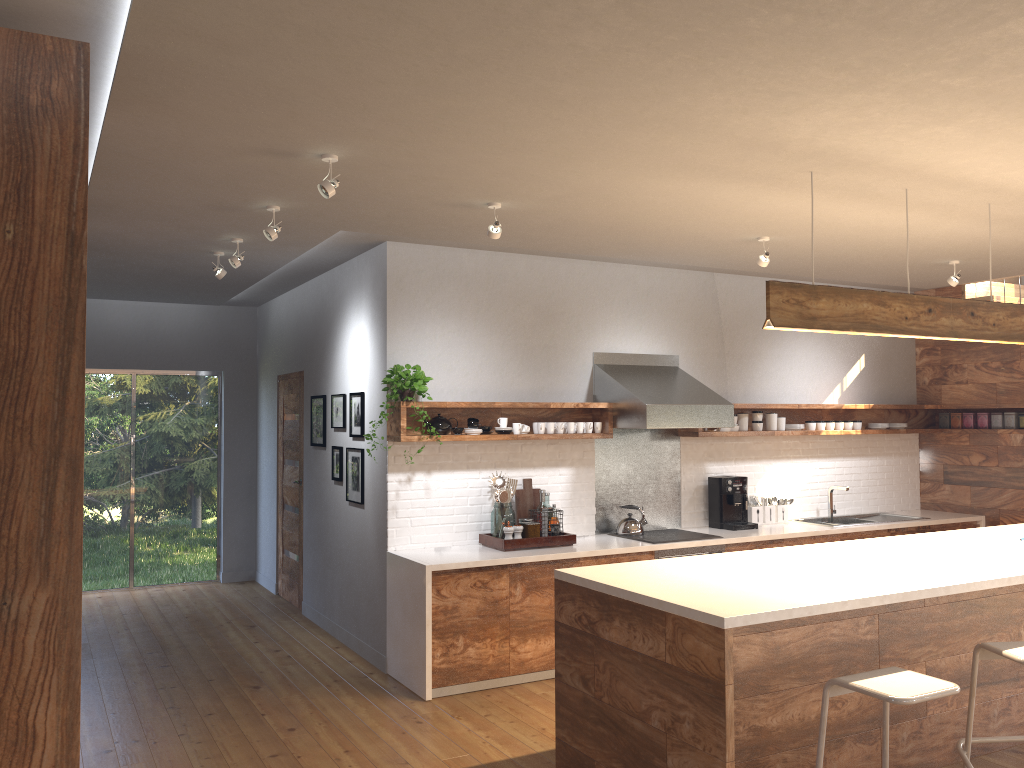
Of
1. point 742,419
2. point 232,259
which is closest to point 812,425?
point 742,419

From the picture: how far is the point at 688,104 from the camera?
3.1m

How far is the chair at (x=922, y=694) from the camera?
2.9 meters

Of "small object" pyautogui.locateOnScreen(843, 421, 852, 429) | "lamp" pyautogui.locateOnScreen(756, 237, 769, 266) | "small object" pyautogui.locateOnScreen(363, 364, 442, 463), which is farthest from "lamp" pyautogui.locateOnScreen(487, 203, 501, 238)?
"small object" pyautogui.locateOnScreen(843, 421, 852, 429)

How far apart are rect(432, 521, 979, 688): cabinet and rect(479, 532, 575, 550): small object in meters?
0.2

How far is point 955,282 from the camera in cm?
628

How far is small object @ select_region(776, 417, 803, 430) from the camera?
7.2m

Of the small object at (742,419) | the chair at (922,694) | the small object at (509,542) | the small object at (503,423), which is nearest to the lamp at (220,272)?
the small object at (503,423)

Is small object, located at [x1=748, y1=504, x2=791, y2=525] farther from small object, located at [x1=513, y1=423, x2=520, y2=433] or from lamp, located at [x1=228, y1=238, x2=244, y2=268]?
lamp, located at [x1=228, y1=238, x2=244, y2=268]

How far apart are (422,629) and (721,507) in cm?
270
